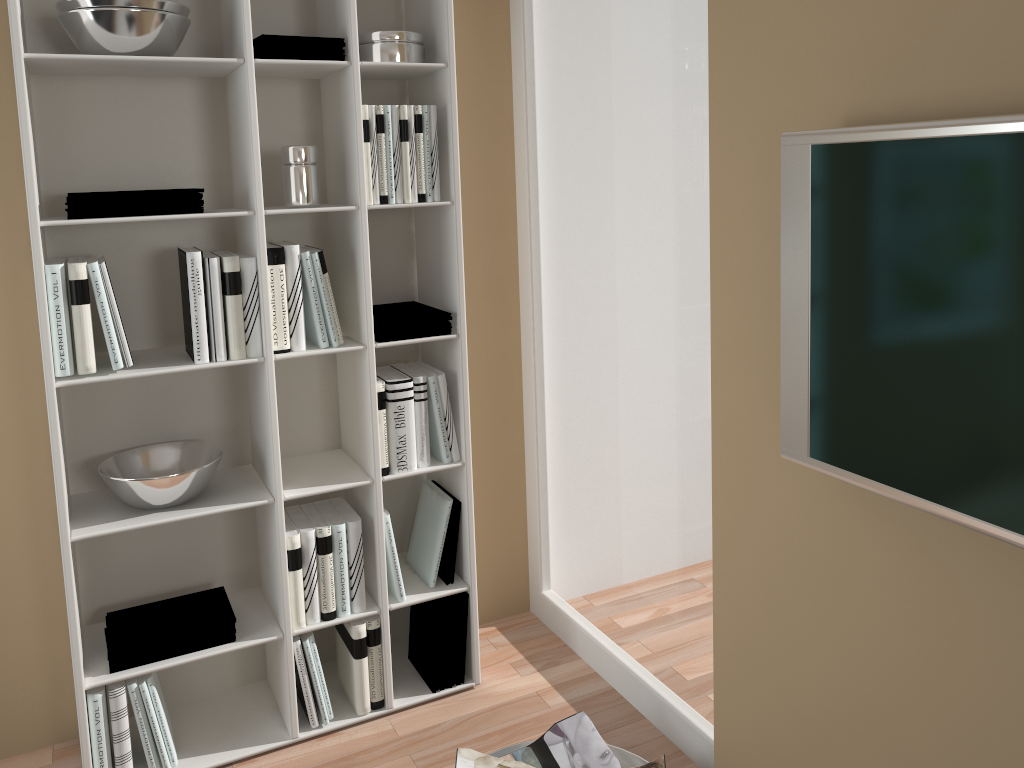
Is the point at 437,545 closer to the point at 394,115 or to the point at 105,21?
the point at 394,115

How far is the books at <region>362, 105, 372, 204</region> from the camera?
2.21m

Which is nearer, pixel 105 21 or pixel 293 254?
pixel 105 21

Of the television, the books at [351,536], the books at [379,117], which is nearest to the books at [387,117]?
the books at [379,117]

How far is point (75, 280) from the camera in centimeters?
200cm

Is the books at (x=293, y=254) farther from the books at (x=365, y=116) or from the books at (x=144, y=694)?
the books at (x=144, y=694)

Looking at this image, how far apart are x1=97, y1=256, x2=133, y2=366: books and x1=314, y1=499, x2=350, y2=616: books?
0.7 meters

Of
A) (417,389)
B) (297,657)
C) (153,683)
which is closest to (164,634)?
(153,683)

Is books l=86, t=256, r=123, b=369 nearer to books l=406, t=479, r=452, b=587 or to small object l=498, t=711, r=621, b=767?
books l=406, t=479, r=452, b=587

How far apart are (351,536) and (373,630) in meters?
0.3 m
